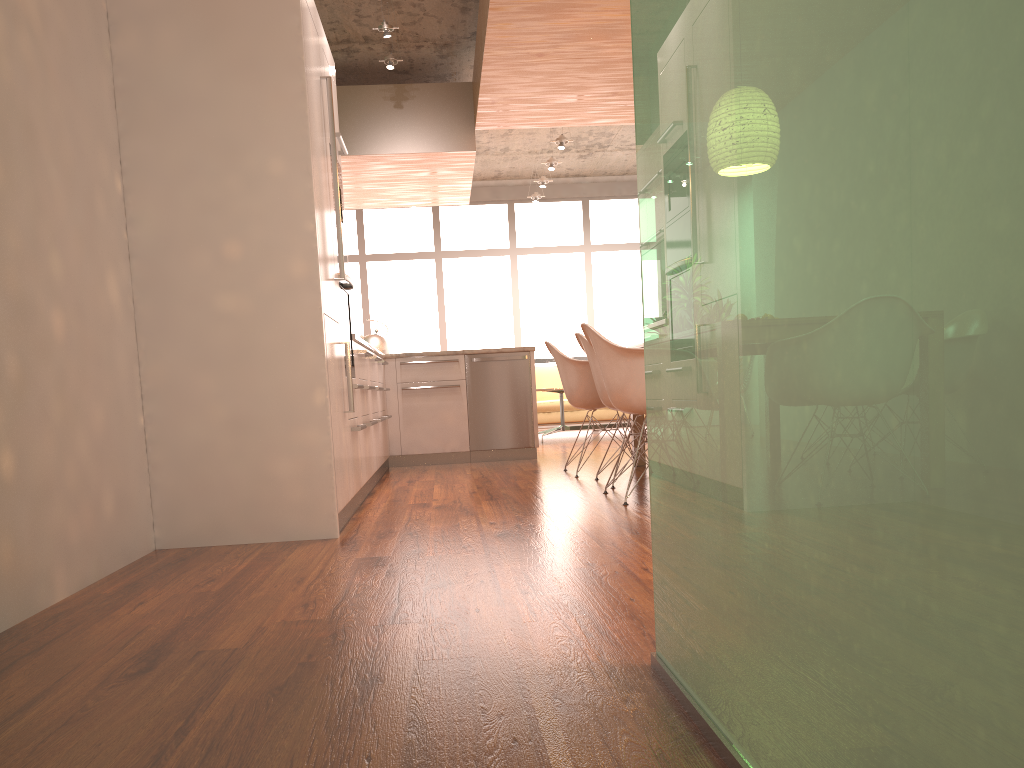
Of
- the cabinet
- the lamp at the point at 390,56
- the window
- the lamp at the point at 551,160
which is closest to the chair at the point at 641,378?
the cabinet

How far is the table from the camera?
9.5m

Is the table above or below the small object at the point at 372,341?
below

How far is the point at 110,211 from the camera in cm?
329

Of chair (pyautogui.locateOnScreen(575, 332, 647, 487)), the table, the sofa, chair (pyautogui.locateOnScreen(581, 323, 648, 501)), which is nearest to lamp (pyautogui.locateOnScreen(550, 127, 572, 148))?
the table

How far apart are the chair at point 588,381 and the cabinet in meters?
1.1

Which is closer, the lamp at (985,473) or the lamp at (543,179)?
the lamp at (985,473)

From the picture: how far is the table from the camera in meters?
9.5

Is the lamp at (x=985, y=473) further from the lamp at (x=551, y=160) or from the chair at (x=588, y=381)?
the lamp at (x=551, y=160)

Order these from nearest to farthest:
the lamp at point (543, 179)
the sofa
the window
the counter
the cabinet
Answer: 1. the cabinet
2. the counter
3. the sofa
4. the lamp at point (543, 179)
5. the window
